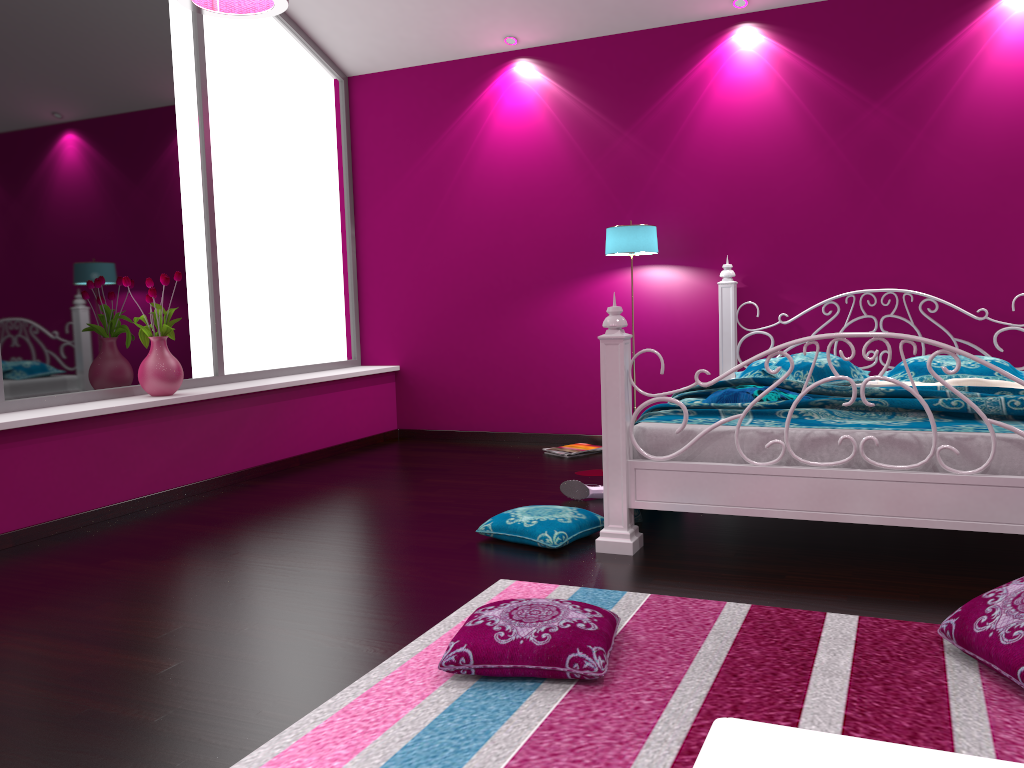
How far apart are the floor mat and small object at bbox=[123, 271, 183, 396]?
2.3m

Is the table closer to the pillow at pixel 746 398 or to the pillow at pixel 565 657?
the pillow at pixel 565 657

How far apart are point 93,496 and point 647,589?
2.5m

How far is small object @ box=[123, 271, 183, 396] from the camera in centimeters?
431cm

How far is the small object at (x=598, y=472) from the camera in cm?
467

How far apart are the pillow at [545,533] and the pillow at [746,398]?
0.7 meters

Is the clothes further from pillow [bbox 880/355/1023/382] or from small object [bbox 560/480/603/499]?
small object [bbox 560/480/603/499]

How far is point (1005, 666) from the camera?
1.95m

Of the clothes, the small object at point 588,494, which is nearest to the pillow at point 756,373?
the clothes

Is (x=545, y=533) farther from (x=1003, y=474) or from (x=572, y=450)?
(x=572, y=450)
